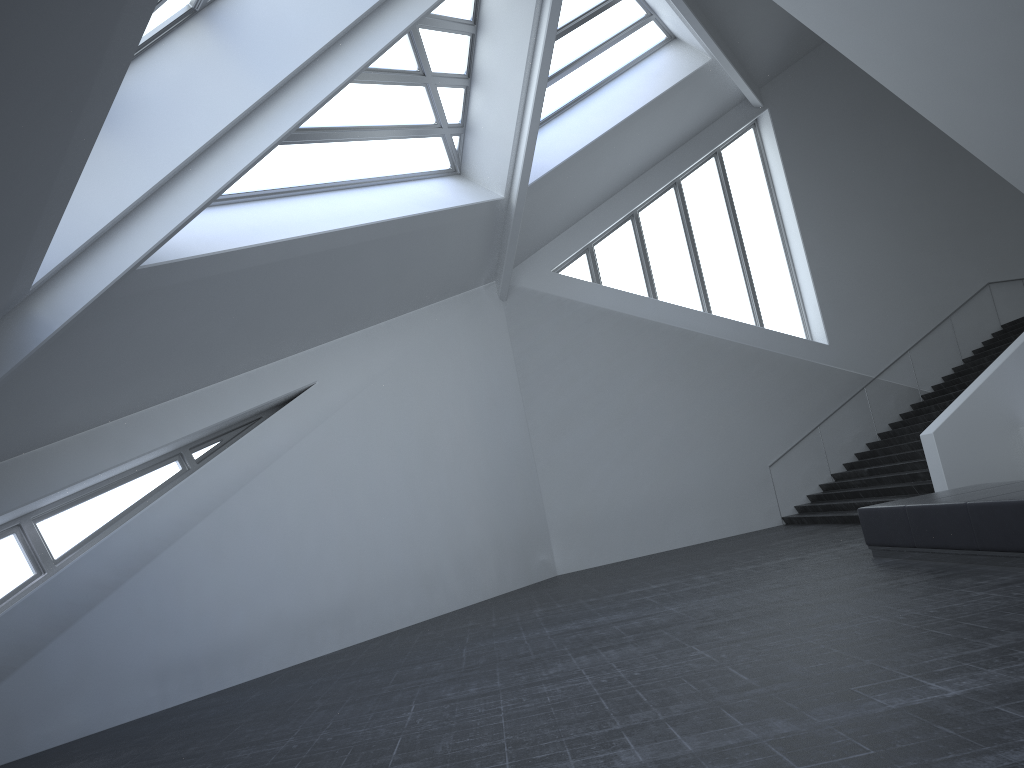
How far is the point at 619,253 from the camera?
19.8m

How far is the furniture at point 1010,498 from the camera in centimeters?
746cm

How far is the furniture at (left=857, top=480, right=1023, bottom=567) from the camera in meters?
7.5 m

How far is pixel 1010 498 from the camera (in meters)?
7.46
